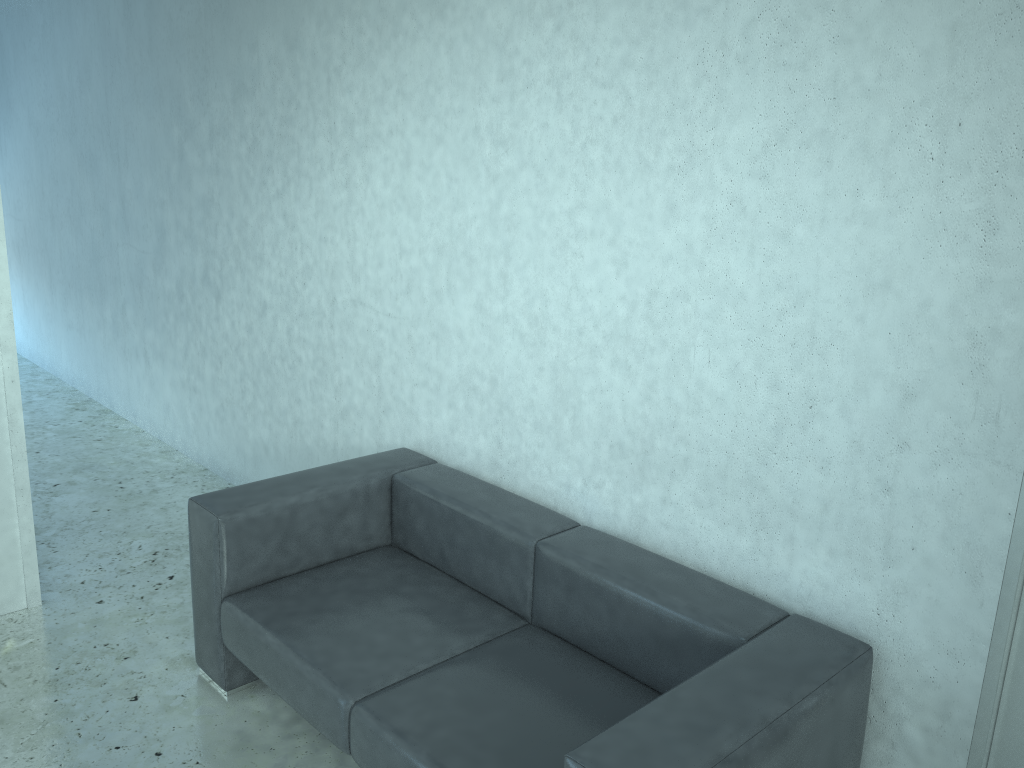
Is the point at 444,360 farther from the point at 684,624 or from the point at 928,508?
the point at 928,508

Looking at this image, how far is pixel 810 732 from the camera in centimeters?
199cm

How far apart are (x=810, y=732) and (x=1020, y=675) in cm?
52

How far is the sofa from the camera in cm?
199

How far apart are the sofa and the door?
0.3m

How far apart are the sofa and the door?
0.29m

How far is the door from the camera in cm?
205

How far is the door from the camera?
A: 2.05m
